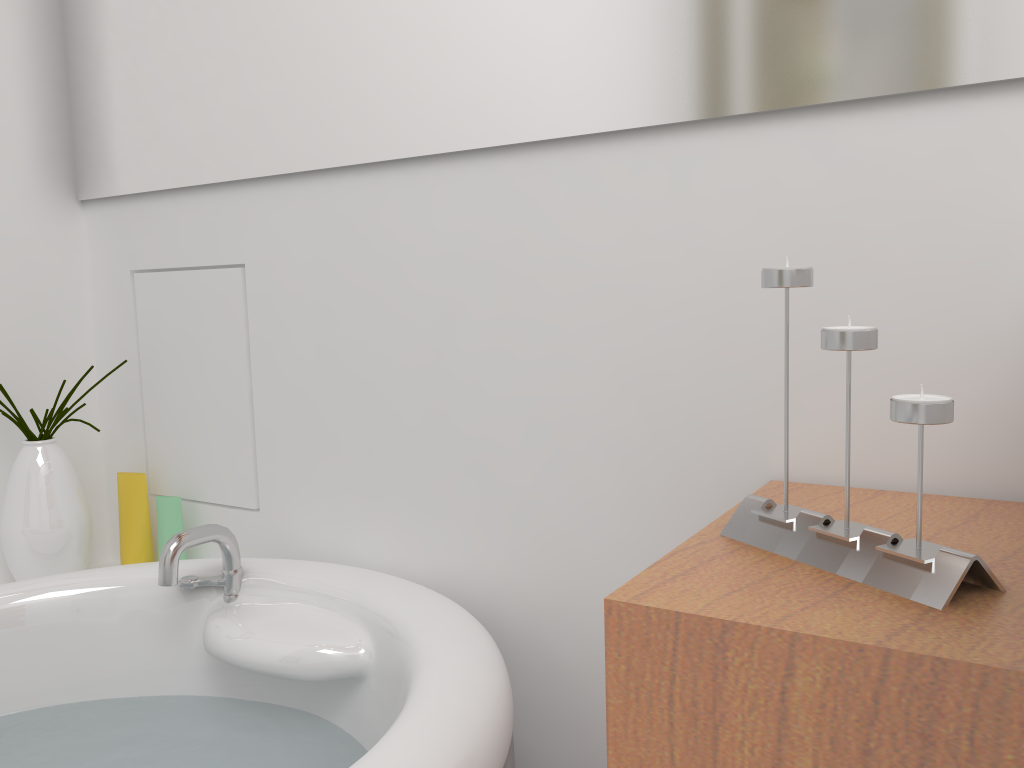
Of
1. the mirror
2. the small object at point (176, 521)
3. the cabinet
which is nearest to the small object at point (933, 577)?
the cabinet

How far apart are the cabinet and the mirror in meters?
0.3 m

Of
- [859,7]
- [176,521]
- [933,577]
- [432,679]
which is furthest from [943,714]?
[176,521]

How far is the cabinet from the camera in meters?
0.4

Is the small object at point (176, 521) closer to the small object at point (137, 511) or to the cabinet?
the small object at point (137, 511)

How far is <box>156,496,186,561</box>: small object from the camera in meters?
1.2

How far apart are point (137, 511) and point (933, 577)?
1.1m

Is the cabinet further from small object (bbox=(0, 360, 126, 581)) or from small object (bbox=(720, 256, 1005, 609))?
small object (bbox=(0, 360, 126, 581))

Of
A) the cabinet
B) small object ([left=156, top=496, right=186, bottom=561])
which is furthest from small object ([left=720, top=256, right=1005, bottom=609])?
small object ([left=156, top=496, right=186, bottom=561])

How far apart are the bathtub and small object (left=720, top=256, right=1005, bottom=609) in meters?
0.2
